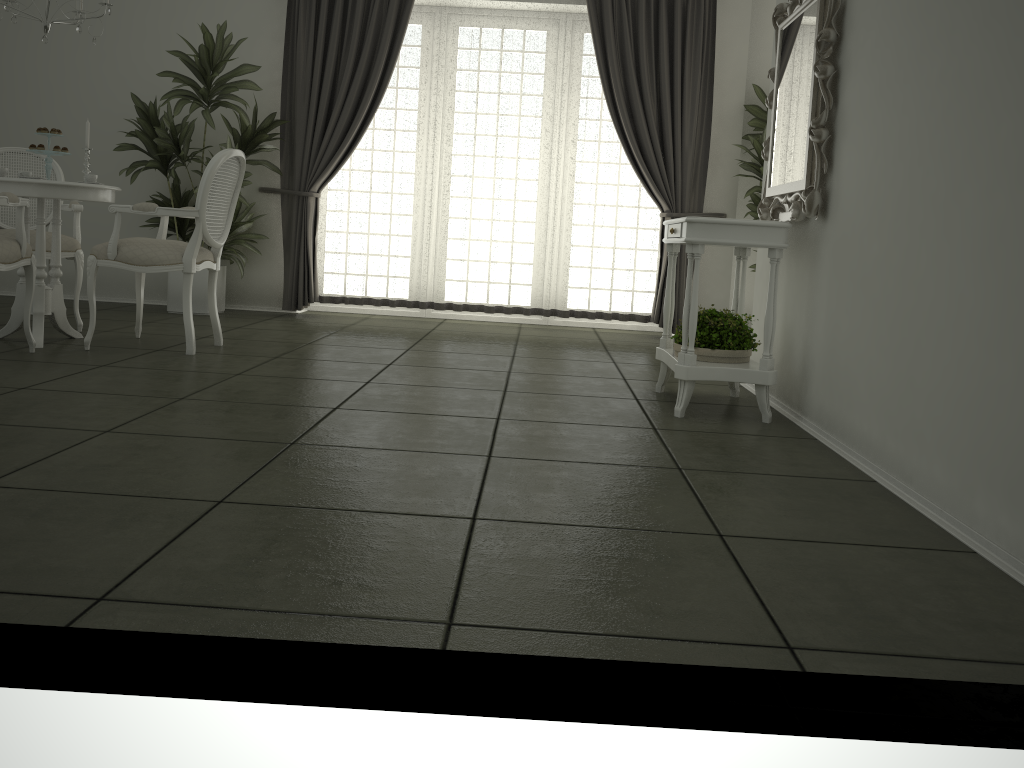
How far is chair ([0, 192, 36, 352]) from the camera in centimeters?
388cm

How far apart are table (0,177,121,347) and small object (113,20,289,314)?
1.4m

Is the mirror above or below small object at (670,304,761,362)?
above

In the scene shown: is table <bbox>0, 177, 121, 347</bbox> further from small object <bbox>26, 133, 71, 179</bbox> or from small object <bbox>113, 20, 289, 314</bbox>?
small object <bbox>113, 20, 289, 314</bbox>

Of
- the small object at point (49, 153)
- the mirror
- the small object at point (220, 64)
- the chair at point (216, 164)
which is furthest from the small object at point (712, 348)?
the small object at point (220, 64)

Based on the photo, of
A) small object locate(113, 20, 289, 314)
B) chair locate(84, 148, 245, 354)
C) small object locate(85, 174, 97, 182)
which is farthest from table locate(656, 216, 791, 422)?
small object locate(113, 20, 289, 314)

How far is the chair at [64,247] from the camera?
4.95m

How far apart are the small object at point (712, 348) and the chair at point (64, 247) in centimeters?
342cm

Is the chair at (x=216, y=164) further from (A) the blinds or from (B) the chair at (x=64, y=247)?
(A) the blinds

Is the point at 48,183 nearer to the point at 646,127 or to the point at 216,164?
the point at 216,164
